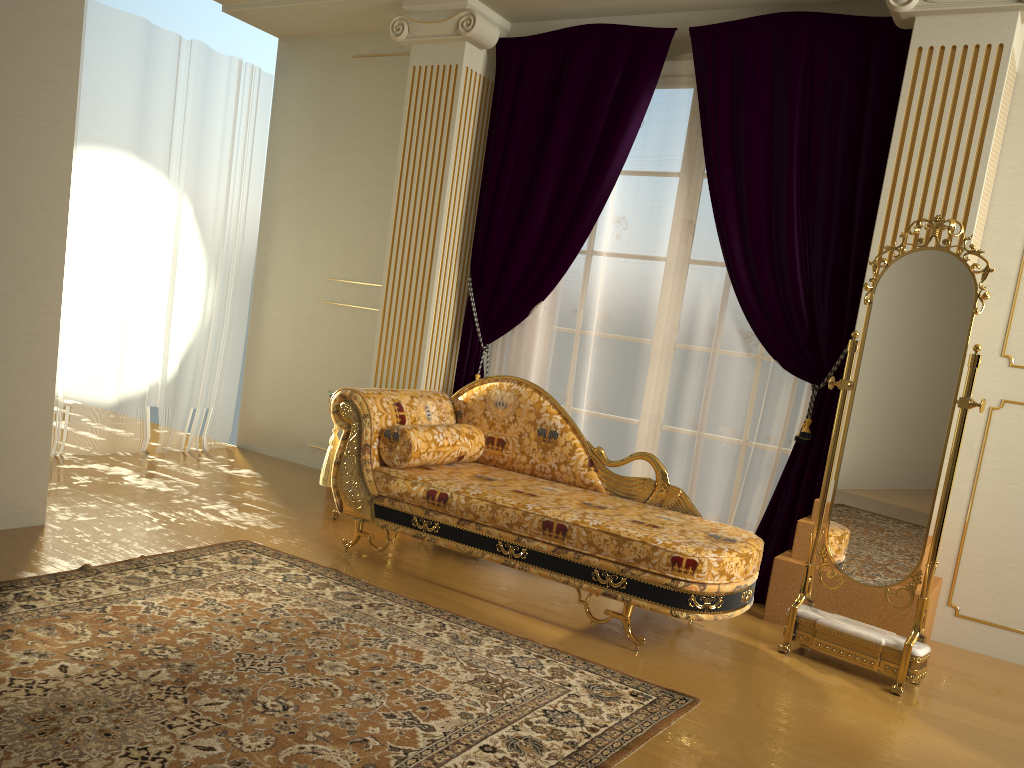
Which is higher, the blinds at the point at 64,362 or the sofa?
the blinds at the point at 64,362

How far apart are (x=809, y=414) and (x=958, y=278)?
1.0 meters

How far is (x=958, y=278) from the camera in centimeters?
312cm

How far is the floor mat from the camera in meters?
2.1

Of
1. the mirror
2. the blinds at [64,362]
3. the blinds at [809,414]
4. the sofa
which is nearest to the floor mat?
the sofa

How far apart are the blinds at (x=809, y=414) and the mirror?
0.5 meters

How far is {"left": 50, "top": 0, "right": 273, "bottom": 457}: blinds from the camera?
5.0 meters

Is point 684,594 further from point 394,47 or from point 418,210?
point 394,47

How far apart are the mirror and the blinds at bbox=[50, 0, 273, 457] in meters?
4.0

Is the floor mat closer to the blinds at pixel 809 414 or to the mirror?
the mirror
